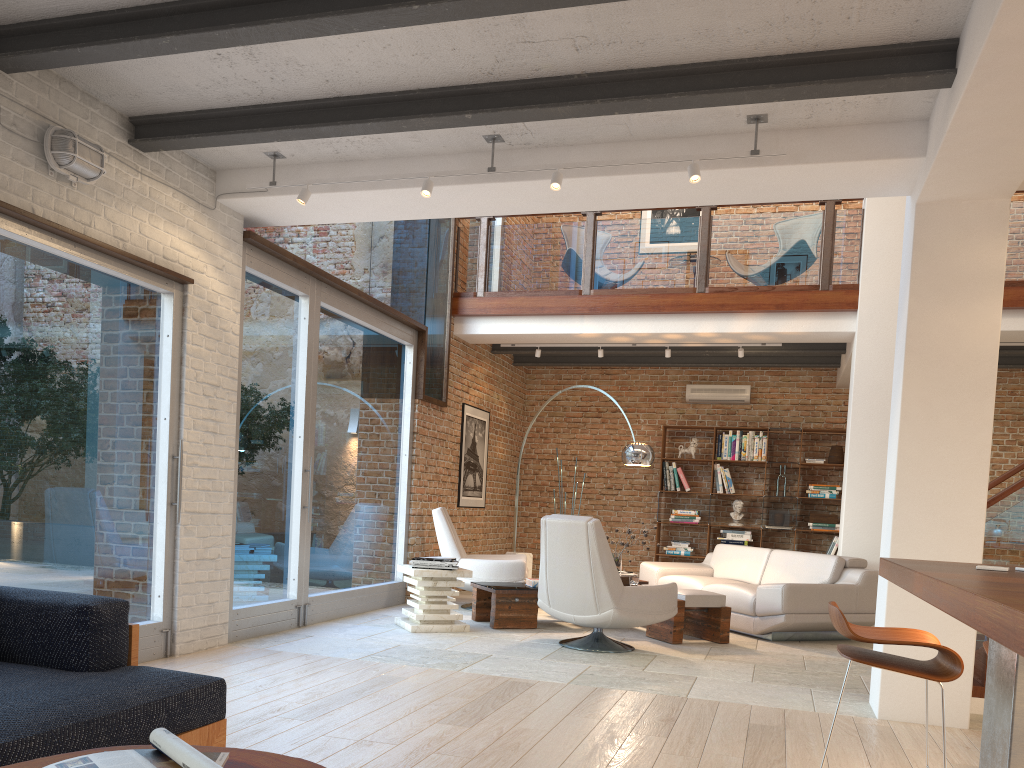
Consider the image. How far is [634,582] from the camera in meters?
7.3 m

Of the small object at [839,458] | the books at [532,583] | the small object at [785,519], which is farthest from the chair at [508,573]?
the small object at [839,458]

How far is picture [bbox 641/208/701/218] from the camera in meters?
12.1

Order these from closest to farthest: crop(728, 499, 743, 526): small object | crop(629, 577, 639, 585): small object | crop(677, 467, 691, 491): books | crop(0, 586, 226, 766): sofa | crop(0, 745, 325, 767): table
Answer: crop(0, 745, 325, 767): table
crop(0, 586, 226, 766): sofa
crop(629, 577, 639, 585): small object
crop(728, 499, 743, 526): small object
crop(677, 467, 691, 491): books

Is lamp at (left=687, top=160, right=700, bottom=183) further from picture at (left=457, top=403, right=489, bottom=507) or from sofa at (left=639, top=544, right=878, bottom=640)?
picture at (left=457, top=403, right=489, bottom=507)

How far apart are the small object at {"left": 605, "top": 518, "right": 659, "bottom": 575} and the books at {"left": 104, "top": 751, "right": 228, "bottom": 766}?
6.2m

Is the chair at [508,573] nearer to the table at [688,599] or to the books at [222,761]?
the table at [688,599]

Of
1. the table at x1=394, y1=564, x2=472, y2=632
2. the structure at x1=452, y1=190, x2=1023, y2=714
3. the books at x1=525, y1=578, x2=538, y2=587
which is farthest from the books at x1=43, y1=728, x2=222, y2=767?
the books at x1=525, y1=578, x2=538, y2=587

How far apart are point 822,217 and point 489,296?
3.5 meters

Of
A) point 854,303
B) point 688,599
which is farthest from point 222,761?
point 854,303
